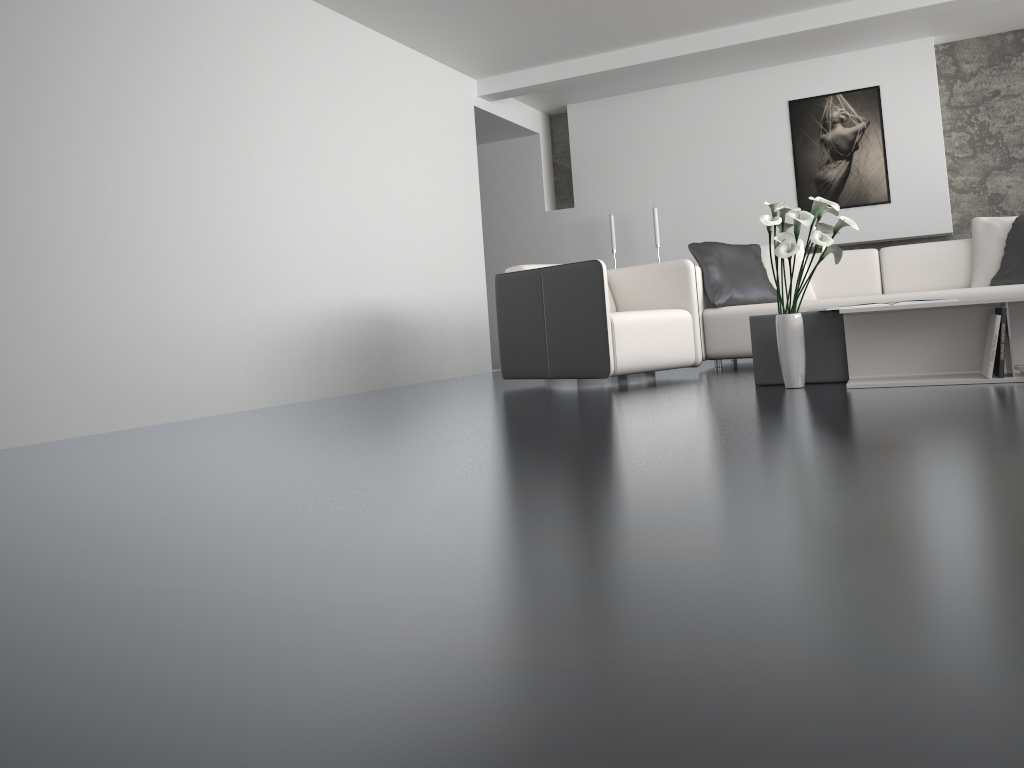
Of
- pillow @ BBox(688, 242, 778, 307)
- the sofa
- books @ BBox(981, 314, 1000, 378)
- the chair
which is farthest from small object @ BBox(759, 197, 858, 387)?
pillow @ BBox(688, 242, 778, 307)

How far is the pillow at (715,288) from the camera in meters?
5.6

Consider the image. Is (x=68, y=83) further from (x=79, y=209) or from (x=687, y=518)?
(x=687, y=518)

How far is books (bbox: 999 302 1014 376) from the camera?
3.3 meters

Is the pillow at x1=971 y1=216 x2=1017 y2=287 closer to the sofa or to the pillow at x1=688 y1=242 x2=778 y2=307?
the sofa

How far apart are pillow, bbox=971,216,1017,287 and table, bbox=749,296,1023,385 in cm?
210

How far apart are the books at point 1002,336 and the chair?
1.7 meters

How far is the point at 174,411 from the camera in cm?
432

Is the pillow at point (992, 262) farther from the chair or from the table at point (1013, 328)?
the table at point (1013, 328)

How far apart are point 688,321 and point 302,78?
2.70m
